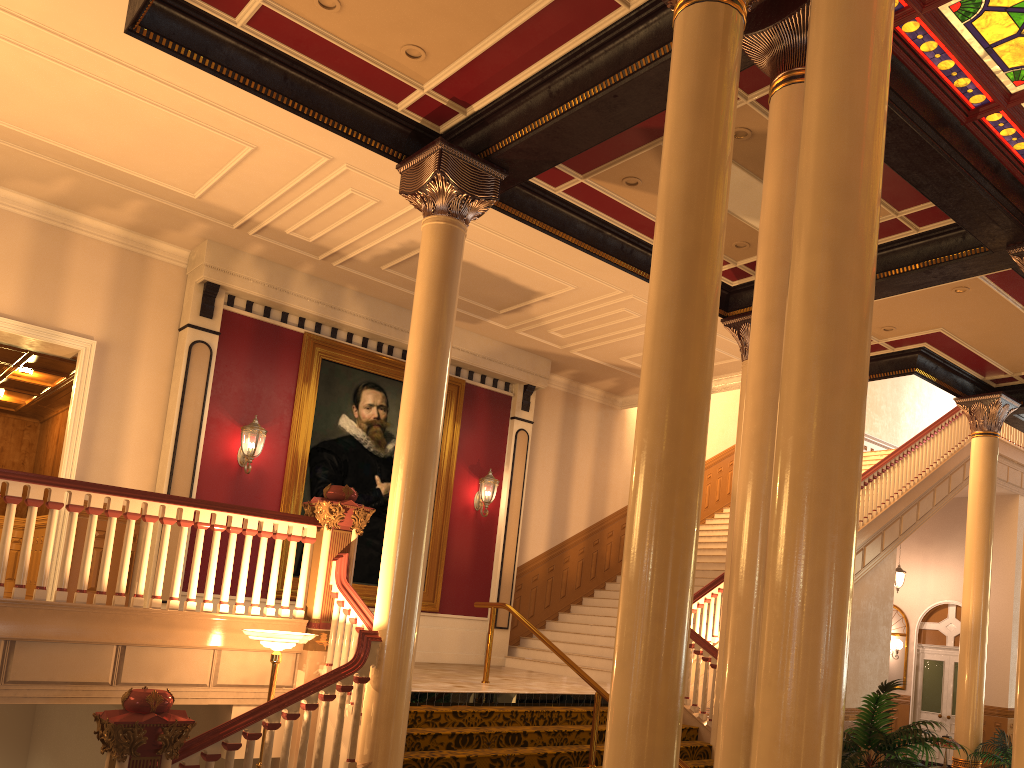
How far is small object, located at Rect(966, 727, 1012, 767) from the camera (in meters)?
10.36

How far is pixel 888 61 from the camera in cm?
377

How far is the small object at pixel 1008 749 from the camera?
10.4m

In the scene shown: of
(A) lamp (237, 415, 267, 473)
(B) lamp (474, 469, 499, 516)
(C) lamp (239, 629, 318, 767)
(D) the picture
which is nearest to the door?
(B) lamp (474, 469, 499, 516)

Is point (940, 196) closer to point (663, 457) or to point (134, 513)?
point (663, 457)

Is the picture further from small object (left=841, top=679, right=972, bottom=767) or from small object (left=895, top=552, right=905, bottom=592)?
small object (left=895, top=552, right=905, bottom=592)

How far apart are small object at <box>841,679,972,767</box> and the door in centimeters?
1569cm

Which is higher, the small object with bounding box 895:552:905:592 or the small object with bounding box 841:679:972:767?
the small object with bounding box 895:552:905:592

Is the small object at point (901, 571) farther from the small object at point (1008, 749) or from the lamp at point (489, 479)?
the lamp at point (489, 479)

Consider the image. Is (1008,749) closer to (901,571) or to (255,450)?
(901,571)
